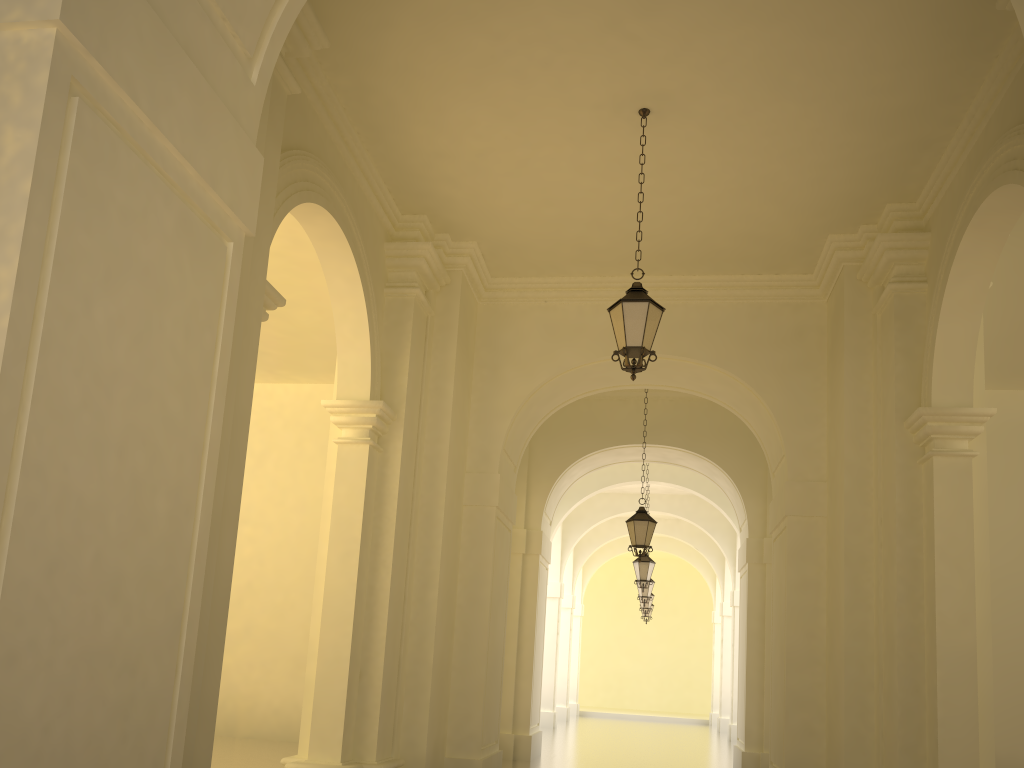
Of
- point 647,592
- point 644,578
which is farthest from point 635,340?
point 647,592

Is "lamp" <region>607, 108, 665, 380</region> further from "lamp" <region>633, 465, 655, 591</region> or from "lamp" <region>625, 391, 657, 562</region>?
"lamp" <region>633, 465, 655, 591</region>

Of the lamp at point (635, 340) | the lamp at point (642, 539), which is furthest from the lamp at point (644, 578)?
the lamp at point (635, 340)

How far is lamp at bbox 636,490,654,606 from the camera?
21.79m

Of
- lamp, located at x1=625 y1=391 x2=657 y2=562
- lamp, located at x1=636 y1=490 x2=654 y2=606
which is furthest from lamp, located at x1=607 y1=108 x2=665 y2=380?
lamp, located at x1=636 y1=490 x2=654 y2=606

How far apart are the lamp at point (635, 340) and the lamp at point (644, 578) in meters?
11.2 m

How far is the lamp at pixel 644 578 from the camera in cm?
1815

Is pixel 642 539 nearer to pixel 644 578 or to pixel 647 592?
pixel 644 578

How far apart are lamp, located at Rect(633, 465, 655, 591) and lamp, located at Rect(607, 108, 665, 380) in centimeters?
1122cm

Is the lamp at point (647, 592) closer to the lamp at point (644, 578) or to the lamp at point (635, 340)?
the lamp at point (644, 578)
